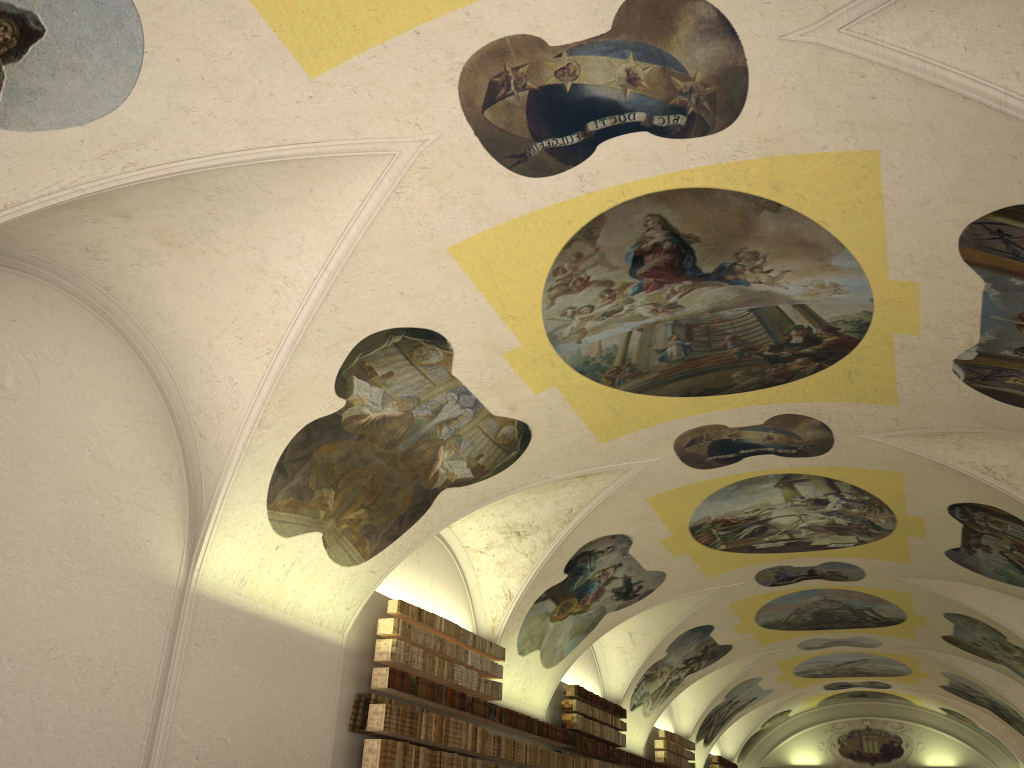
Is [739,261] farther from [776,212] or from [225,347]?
[225,347]

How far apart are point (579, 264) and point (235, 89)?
4.1m

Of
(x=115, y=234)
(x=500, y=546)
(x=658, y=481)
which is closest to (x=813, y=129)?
(x=115, y=234)
